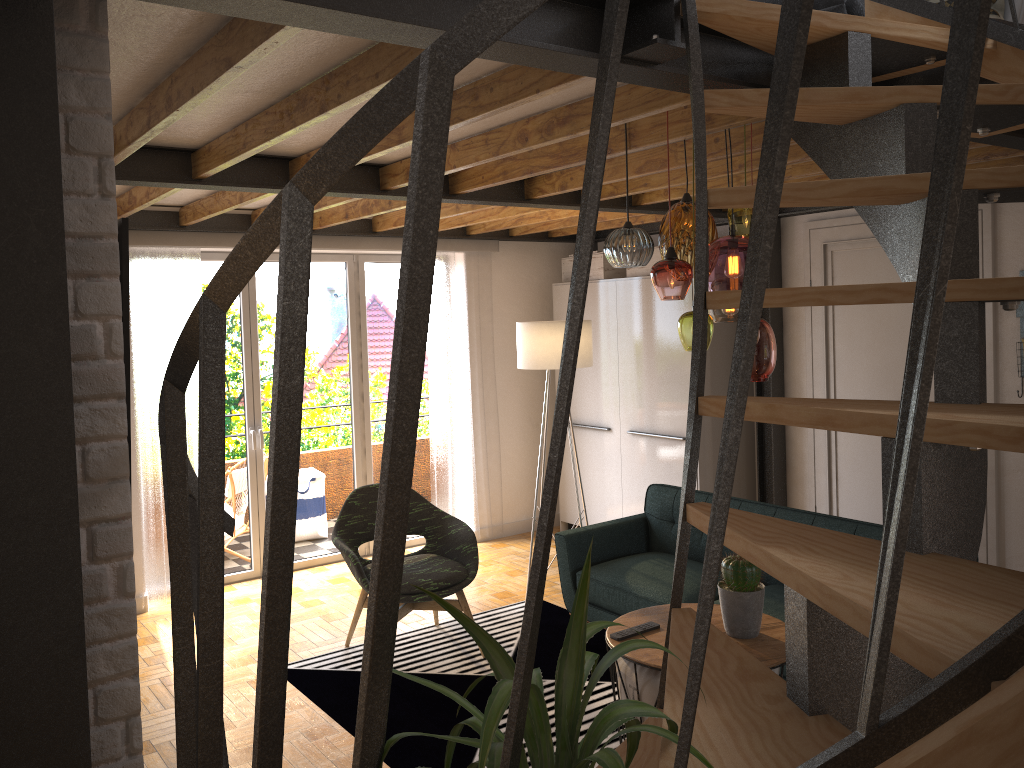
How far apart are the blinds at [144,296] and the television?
3.8 meters

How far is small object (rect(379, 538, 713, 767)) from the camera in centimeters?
108cm

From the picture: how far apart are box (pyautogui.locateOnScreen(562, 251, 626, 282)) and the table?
3.5m

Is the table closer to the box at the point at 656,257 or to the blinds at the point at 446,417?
the box at the point at 656,257

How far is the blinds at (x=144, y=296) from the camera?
5.4m

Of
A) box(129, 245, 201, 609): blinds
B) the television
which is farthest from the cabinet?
the television

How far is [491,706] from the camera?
1.1m

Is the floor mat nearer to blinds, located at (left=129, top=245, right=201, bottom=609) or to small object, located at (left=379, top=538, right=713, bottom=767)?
blinds, located at (left=129, top=245, right=201, bottom=609)

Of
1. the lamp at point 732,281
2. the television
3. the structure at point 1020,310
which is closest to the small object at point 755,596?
the lamp at point 732,281

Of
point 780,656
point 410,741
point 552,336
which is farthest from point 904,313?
point 410,741
